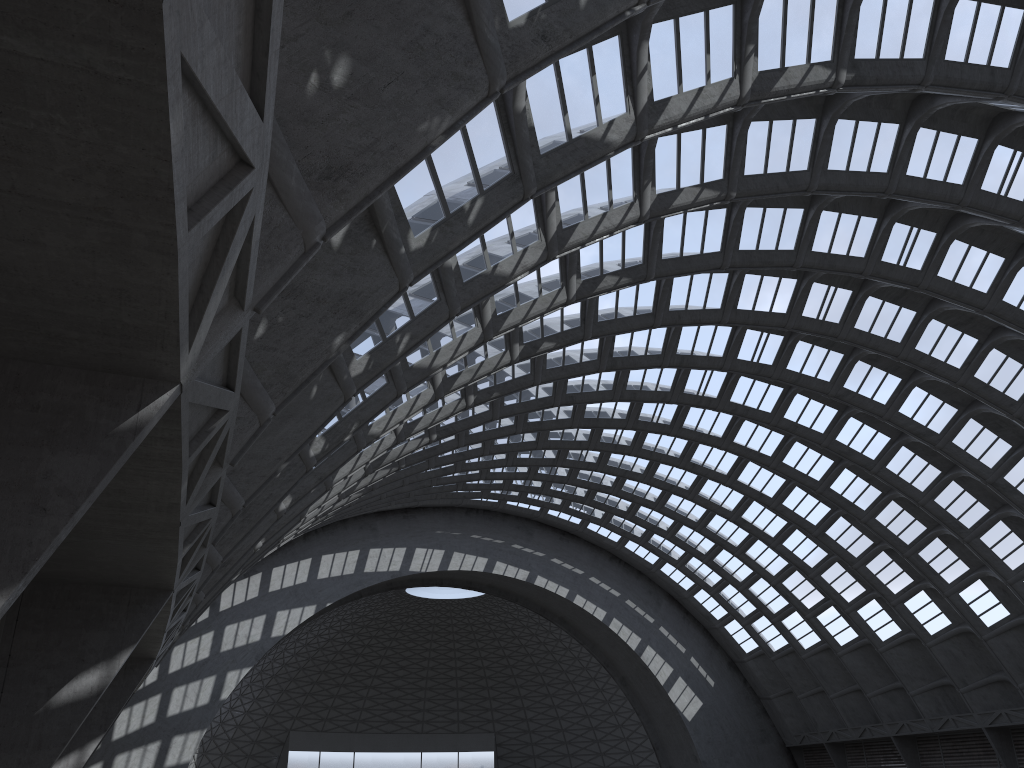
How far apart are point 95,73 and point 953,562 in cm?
4979

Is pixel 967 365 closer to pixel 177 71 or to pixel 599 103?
pixel 599 103
